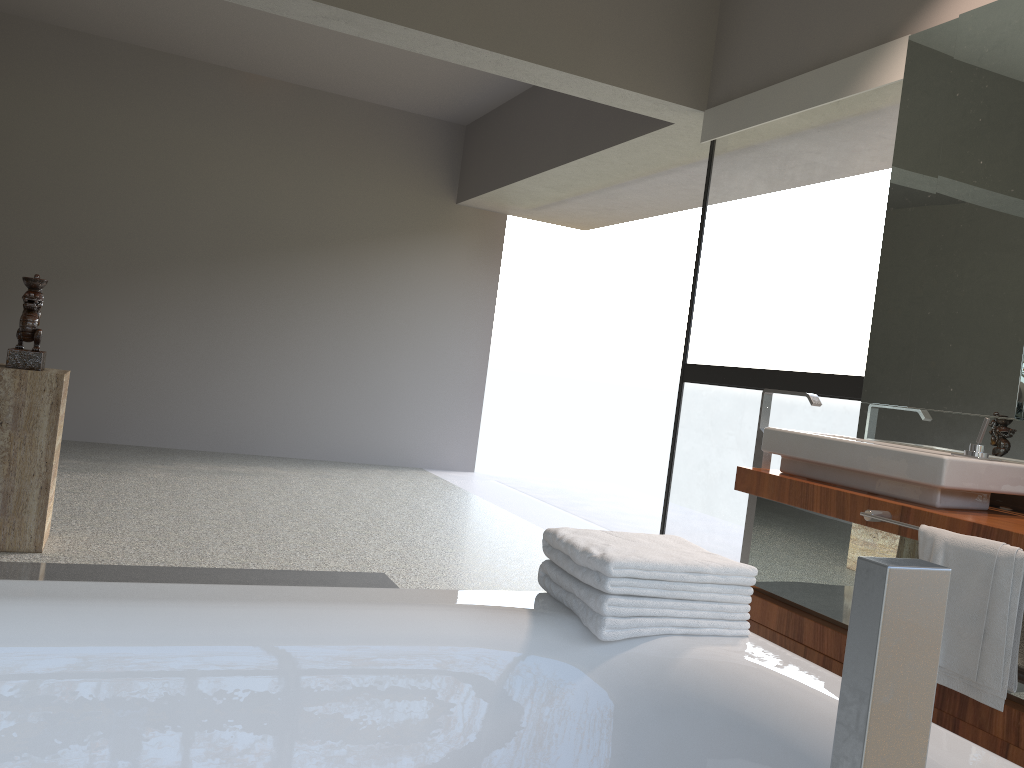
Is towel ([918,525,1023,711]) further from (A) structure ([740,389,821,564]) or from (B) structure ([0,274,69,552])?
(B) structure ([0,274,69,552])

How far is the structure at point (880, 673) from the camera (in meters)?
0.30

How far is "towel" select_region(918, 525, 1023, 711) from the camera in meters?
2.0

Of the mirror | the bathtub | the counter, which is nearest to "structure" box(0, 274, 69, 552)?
the bathtub

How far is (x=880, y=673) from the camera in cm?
30

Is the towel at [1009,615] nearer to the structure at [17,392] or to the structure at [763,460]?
the structure at [763,460]

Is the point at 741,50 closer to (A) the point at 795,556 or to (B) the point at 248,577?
(A) the point at 795,556

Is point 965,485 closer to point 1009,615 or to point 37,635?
point 1009,615

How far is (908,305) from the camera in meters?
3.0

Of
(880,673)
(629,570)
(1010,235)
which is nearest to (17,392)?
(629,570)
